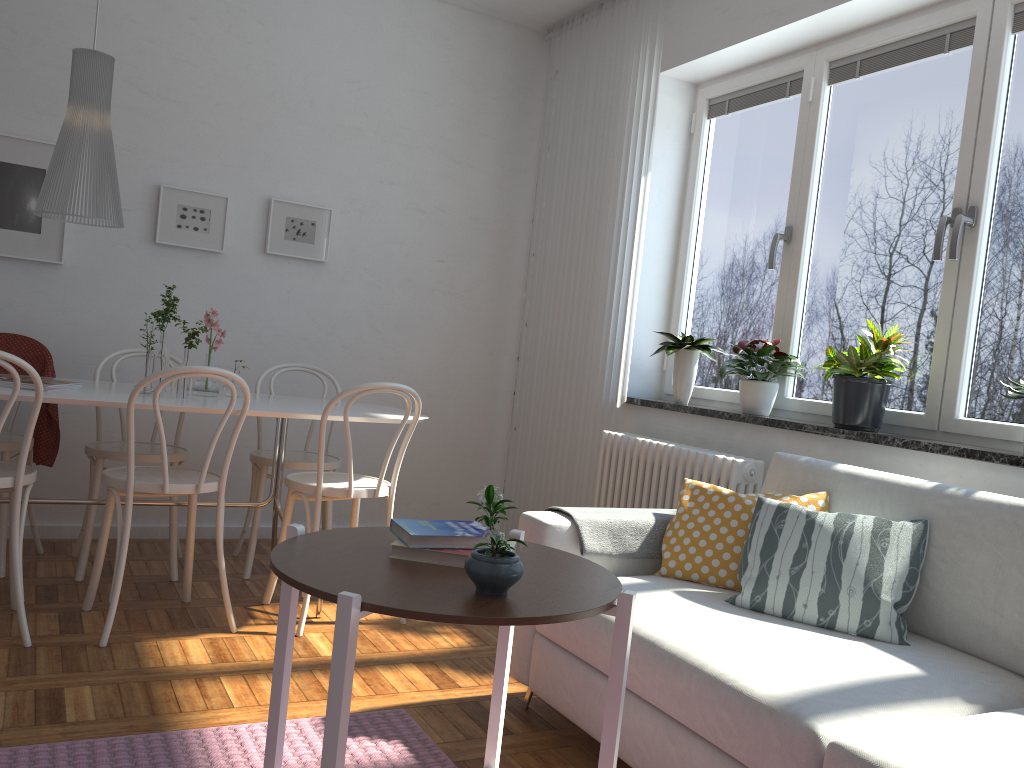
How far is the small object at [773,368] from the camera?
3.4m

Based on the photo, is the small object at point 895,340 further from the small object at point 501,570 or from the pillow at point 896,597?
the small object at point 501,570

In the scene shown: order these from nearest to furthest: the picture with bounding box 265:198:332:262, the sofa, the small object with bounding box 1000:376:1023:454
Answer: the sofa < the small object with bounding box 1000:376:1023:454 < the picture with bounding box 265:198:332:262

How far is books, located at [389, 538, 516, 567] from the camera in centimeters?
156cm

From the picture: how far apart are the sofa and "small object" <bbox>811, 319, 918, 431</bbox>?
0.34m

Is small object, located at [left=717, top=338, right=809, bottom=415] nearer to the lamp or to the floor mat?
the floor mat

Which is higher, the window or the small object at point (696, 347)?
the window

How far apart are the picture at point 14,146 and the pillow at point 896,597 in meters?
3.2

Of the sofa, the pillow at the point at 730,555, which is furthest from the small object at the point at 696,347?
the pillow at the point at 730,555

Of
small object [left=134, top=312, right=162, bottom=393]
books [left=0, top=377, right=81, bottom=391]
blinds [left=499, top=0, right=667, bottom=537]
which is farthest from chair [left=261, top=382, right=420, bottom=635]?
blinds [left=499, top=0, right=667, bottom=537]
